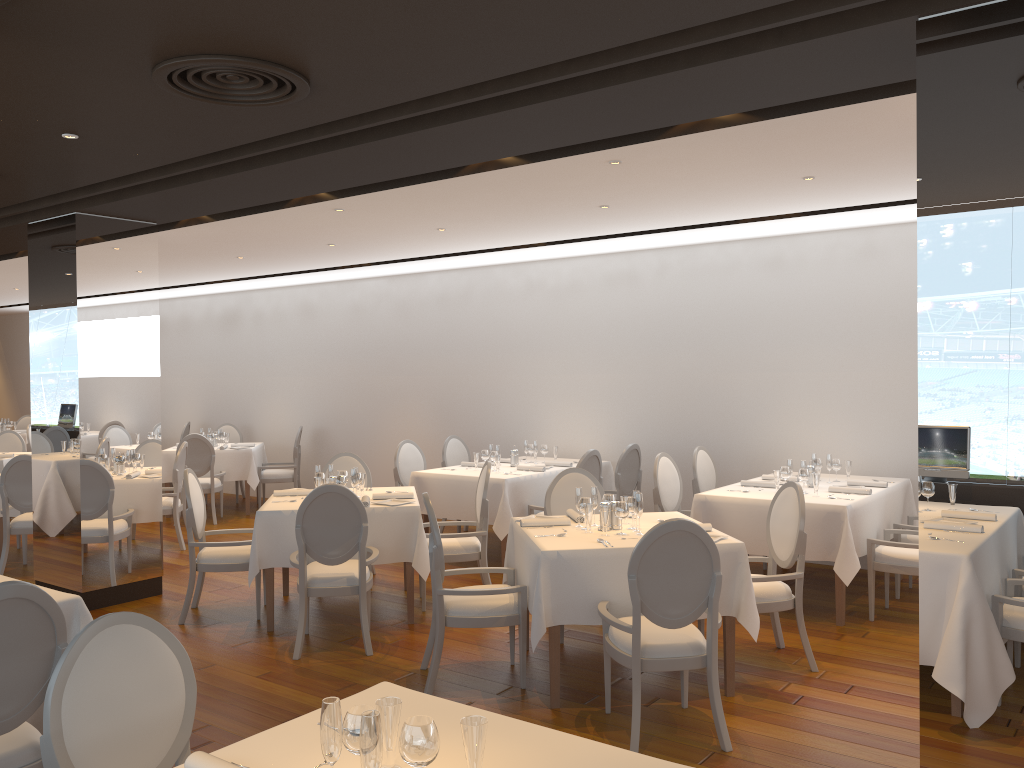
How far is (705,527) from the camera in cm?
511

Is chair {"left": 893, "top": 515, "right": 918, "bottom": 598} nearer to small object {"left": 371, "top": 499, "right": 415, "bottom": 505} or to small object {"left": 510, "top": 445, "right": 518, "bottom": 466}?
small object {"left": 510, "top": 445, "right": 518, "bottom": 466}

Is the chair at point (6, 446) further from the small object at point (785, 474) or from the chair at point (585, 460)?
the small object at point (785, 474)

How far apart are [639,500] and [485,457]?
3.60m

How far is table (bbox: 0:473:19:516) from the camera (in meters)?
8.47

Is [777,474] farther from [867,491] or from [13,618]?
[13,618]

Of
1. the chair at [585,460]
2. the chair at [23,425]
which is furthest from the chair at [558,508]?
the chair at [23,425]

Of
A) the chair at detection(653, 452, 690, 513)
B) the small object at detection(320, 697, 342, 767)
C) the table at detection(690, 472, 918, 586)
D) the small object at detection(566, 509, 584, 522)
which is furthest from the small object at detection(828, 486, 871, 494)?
the small object at detection(320, 697, 342, 767)

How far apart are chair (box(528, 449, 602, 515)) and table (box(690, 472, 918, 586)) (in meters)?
1.30

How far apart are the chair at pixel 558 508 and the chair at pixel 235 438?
7.70m
